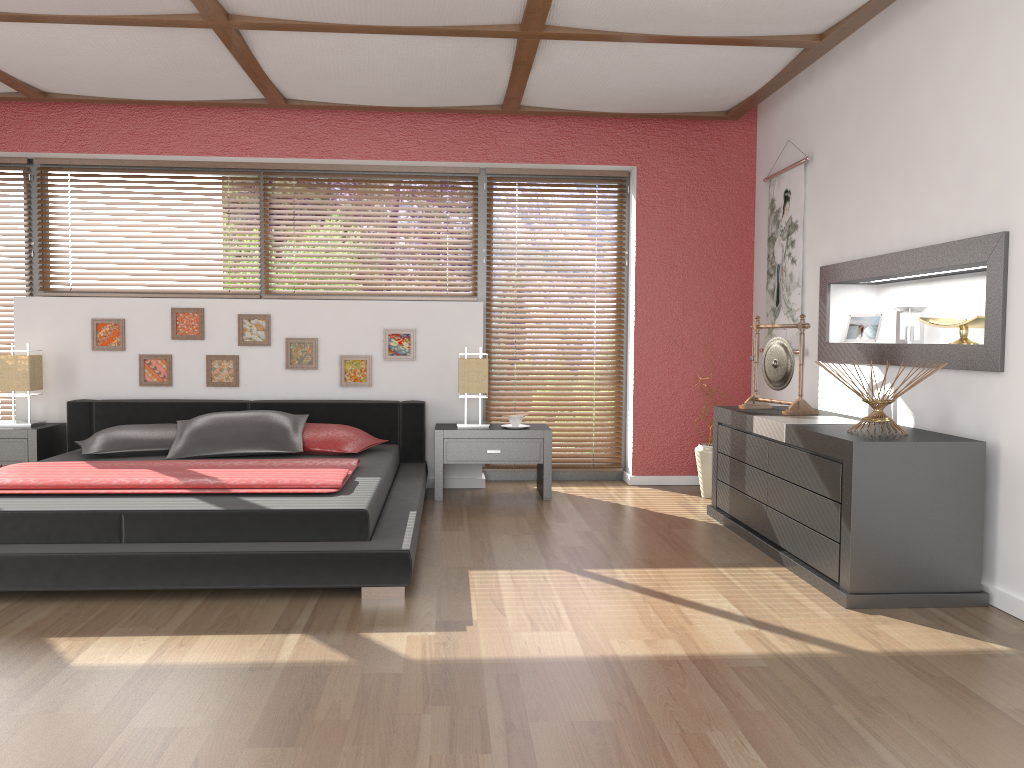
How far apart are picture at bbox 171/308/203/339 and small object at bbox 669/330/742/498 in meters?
3.2

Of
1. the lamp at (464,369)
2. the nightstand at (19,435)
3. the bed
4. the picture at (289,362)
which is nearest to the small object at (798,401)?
the lamp at (464,369)

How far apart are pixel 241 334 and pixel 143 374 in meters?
0.7

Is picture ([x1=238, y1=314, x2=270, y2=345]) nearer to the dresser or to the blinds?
the blinds

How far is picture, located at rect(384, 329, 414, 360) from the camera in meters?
5.6

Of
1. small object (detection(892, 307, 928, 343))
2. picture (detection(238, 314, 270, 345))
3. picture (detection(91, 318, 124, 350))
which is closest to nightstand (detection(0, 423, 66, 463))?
picture (detection(91, 318, 124, 350))

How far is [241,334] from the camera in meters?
5.6 m

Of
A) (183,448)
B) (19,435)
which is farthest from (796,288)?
(19,435)

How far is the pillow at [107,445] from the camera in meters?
4.7 m

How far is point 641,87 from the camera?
4.76m
